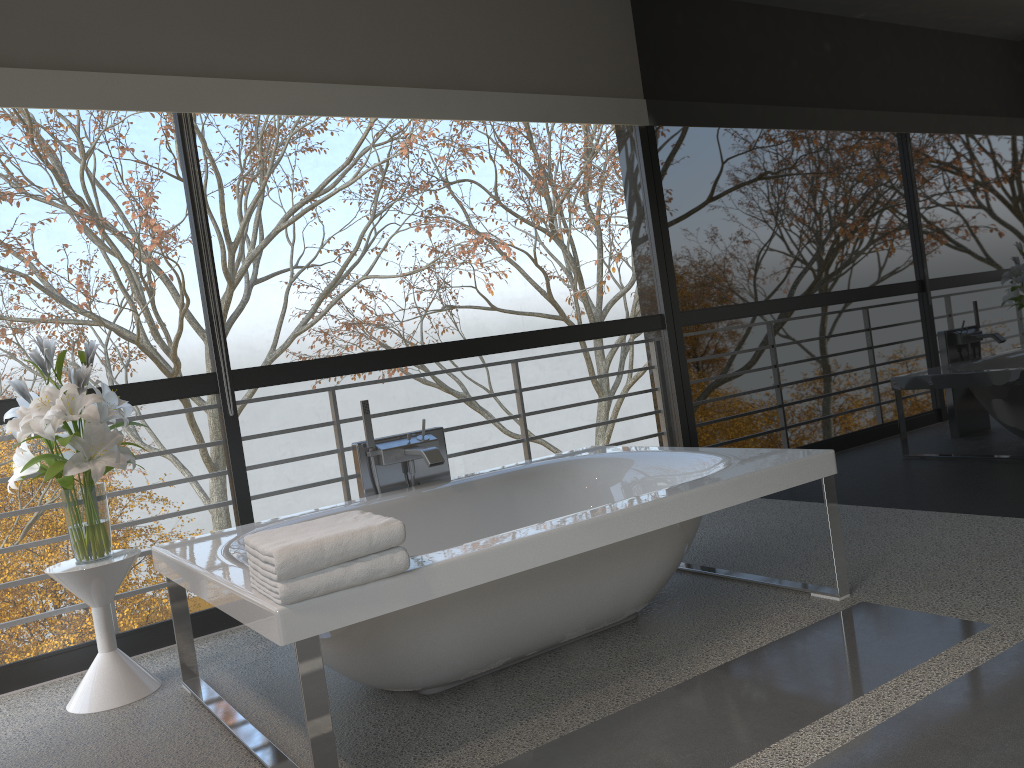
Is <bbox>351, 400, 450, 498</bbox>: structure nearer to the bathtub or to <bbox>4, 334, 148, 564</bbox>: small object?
the bathtub

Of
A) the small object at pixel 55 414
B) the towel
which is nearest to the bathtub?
the towel

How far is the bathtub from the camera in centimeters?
212cm

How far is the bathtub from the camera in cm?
212

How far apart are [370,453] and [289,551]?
1.56m

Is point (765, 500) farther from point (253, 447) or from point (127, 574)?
point (127, 574)

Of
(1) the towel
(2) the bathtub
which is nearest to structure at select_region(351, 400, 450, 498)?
(2) the bathtub

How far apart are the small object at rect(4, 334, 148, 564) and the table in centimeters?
3cm

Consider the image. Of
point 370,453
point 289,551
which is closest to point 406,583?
point 289,551

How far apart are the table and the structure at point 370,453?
0.85m
